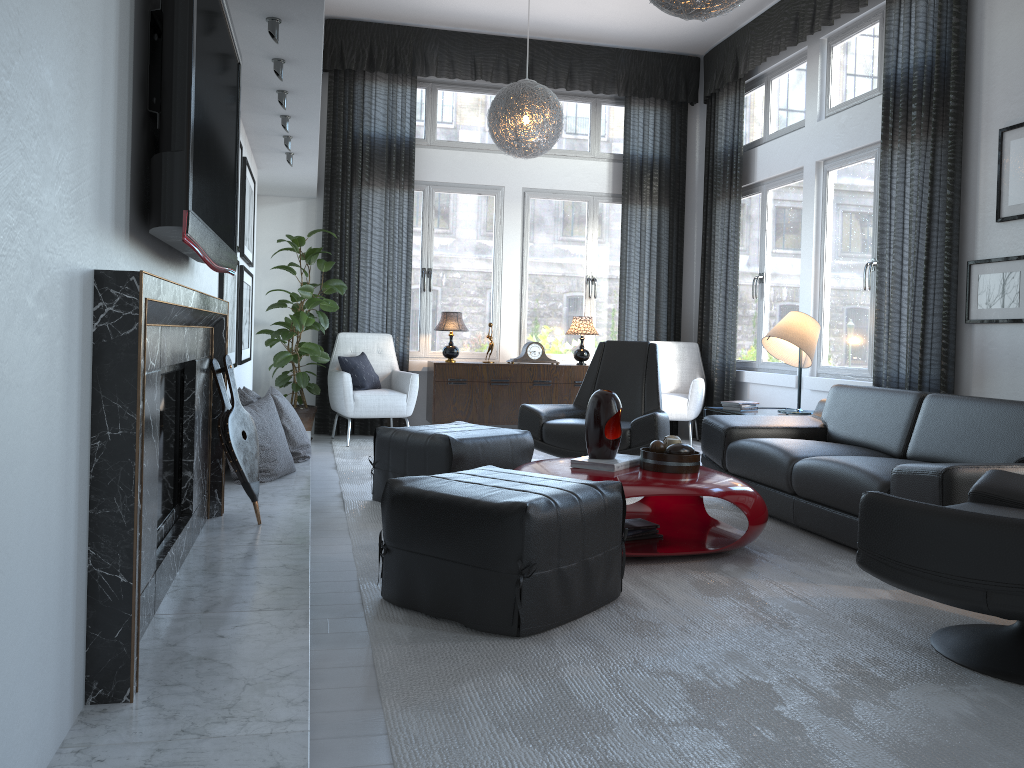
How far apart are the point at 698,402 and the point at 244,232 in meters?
3.8

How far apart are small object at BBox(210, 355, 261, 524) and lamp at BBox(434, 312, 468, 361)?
3.8 meters

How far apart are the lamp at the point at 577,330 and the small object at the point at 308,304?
1.8 meters

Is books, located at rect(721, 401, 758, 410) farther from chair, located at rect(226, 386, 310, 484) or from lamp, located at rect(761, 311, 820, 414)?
chair, located at rect(226, 386, 310, 484)

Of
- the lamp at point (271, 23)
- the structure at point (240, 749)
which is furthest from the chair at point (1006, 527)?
the lamp at point (271, 23)

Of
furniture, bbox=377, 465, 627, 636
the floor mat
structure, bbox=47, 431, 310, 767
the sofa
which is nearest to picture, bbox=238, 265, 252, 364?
Answer: structure, bbox=47, 431, 310, 767

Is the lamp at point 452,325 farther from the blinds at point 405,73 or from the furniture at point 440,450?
the furniture at point 440,450

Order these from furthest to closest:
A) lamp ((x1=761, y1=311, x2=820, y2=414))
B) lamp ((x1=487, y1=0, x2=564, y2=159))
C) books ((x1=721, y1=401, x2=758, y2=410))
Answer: lamp ((x1=487, y1=0, x2=564, y2=159)) → books ((x1=721, y1=401, x2=758, y2=410)) → lamp ((x1=761, y1=311, x2=820, y2=414))

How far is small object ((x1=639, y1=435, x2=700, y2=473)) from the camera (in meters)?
3.48

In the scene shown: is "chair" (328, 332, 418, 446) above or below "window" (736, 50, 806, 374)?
below
